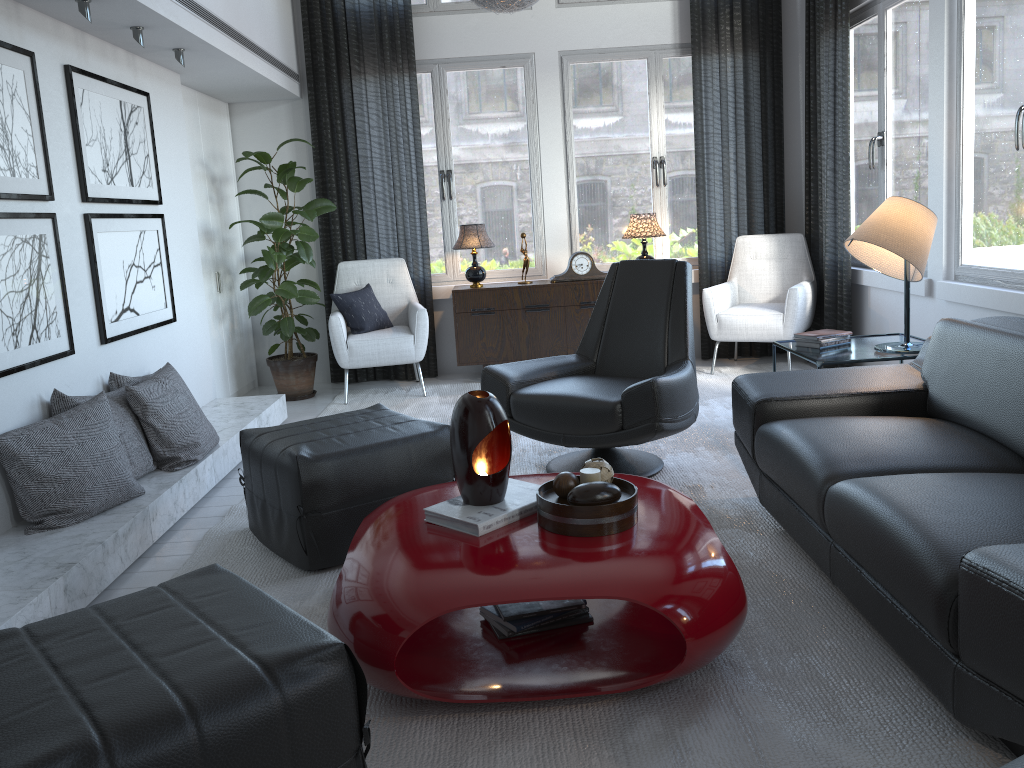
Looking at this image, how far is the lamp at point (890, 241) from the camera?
3.3m

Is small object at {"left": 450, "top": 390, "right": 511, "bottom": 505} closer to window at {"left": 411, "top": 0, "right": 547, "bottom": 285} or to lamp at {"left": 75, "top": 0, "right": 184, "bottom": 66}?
lamp at {"left": 75, "top": 0, "right": 184, "bottom": 66}

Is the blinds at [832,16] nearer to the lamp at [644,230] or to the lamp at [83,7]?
the lamp at [644,230]

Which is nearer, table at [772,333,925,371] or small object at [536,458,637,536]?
small object at [536,458,637,536]

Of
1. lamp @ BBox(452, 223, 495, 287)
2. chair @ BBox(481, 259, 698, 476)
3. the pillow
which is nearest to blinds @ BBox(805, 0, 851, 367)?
chair @ BBox(481, 259, 698, 476)

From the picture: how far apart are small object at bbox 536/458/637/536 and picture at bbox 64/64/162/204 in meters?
2.4 m

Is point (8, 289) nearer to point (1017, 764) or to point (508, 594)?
point (508, 594)

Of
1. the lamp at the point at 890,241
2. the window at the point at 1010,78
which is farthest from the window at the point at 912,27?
the lamp at the point at 890,241

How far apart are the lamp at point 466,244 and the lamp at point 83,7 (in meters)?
1.99

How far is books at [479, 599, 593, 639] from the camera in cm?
220
